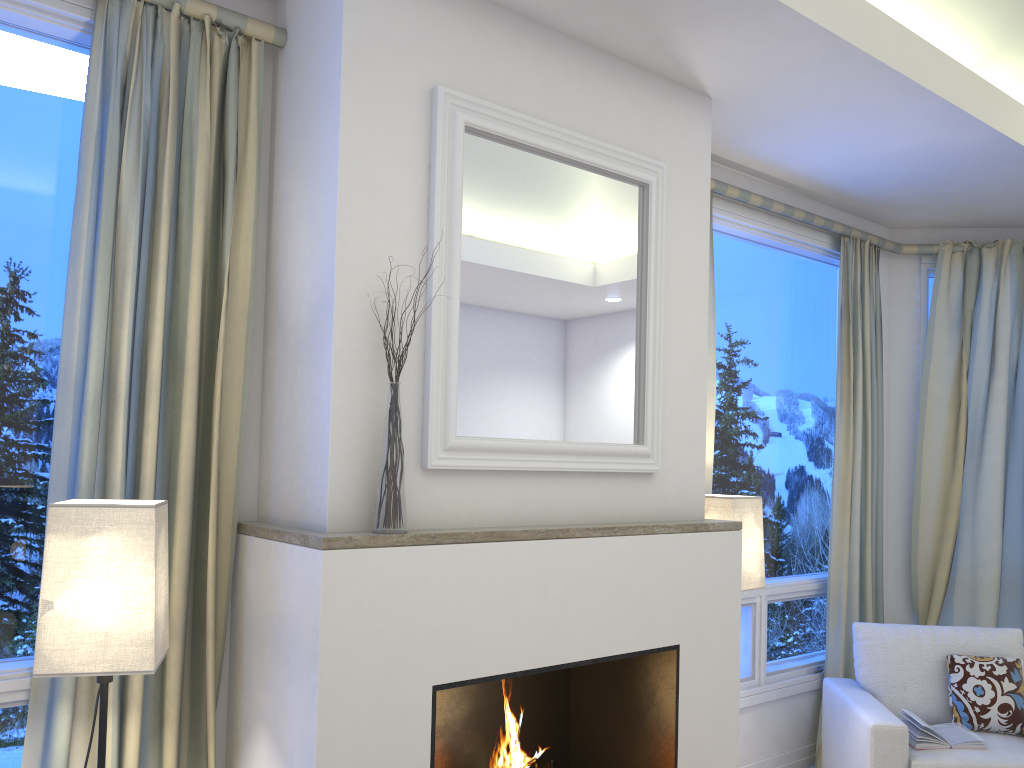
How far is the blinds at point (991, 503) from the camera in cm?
412

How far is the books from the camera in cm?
299

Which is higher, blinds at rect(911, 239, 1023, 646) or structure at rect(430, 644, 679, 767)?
blinds at rect(911, 239, 1023, 646)

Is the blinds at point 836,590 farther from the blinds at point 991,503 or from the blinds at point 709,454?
the blinds at point 709,454

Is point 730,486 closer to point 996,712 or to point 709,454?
point 709,454

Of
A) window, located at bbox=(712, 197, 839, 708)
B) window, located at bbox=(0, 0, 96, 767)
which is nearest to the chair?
window, located at bbox=(712, 197, 839, 708)

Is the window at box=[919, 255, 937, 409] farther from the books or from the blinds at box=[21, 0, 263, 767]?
the blinds at box=[21, 0, 263, 767]

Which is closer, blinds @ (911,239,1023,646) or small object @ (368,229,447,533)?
small object @ (368,229,447,533)

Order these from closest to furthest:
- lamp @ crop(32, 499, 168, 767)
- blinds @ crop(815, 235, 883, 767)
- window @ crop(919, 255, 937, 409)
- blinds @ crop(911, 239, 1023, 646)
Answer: lamp @ crop(32, 499, 168, 767), blinds @ crop(815, 235, 883, 767), blinds @ crop(911, 239, 1023, 646), window @ crop(919, 255, 937, 409)

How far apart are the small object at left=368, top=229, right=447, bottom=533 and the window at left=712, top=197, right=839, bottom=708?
1.9 meters
